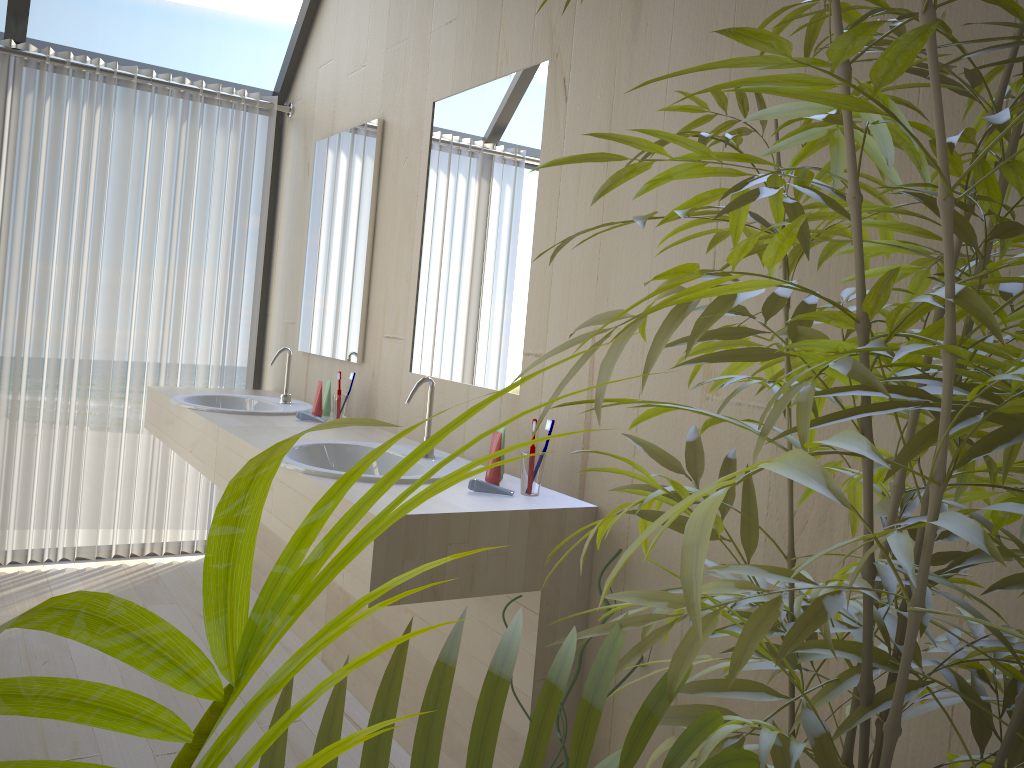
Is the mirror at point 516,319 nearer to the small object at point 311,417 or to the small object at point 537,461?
the small object at point 537,461

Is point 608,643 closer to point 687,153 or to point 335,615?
point 687,153

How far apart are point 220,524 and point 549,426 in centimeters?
185cm

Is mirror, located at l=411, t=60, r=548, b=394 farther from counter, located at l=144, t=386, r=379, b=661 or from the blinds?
the blinds

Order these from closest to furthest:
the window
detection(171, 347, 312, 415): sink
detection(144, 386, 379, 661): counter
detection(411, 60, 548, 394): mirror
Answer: detection(411, 60, 548, 394): mirror
detection(144, 386, 379, 661): counter
detection(171, 347, 312, 415): sink
the window

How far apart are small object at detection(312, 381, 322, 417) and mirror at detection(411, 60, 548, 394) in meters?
0.5 m

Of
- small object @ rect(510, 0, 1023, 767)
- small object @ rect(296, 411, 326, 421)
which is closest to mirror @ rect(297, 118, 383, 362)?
small object @ rect(296, 411, 326, 421)

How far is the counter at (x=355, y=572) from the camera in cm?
177

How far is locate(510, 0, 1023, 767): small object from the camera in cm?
55

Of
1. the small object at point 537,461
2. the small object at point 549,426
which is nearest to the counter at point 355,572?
the small object at point 537,461
